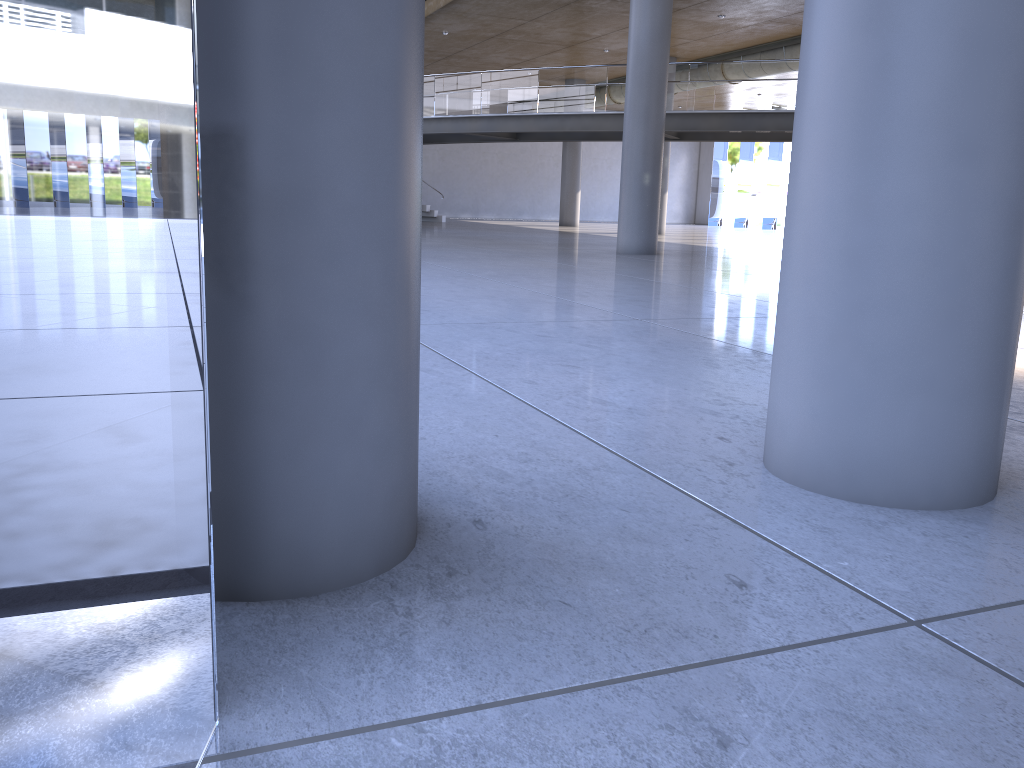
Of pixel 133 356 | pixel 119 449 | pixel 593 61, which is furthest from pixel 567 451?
pixel 593 61

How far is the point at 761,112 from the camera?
19.0m
